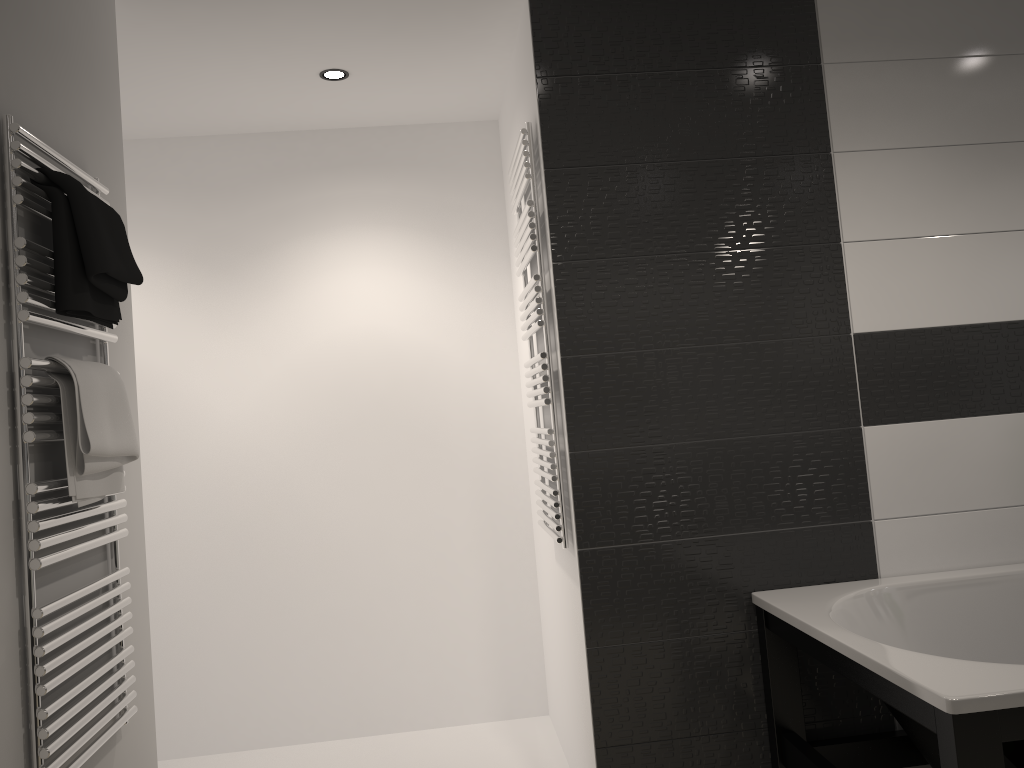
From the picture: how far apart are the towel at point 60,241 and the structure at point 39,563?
0.0m

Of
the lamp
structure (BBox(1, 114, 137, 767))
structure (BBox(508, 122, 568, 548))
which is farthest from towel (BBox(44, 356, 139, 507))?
the lamp

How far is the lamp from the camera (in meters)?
3.16

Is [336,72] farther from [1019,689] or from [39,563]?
[1019,689]

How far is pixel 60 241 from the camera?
1.8 meters

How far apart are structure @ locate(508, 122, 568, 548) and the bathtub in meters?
0.6

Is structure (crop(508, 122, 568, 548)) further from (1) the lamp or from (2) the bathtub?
(1) the lamp

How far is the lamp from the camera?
3.16m

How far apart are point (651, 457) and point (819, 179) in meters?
1.0

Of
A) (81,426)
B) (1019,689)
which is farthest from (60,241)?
(1019,689)
